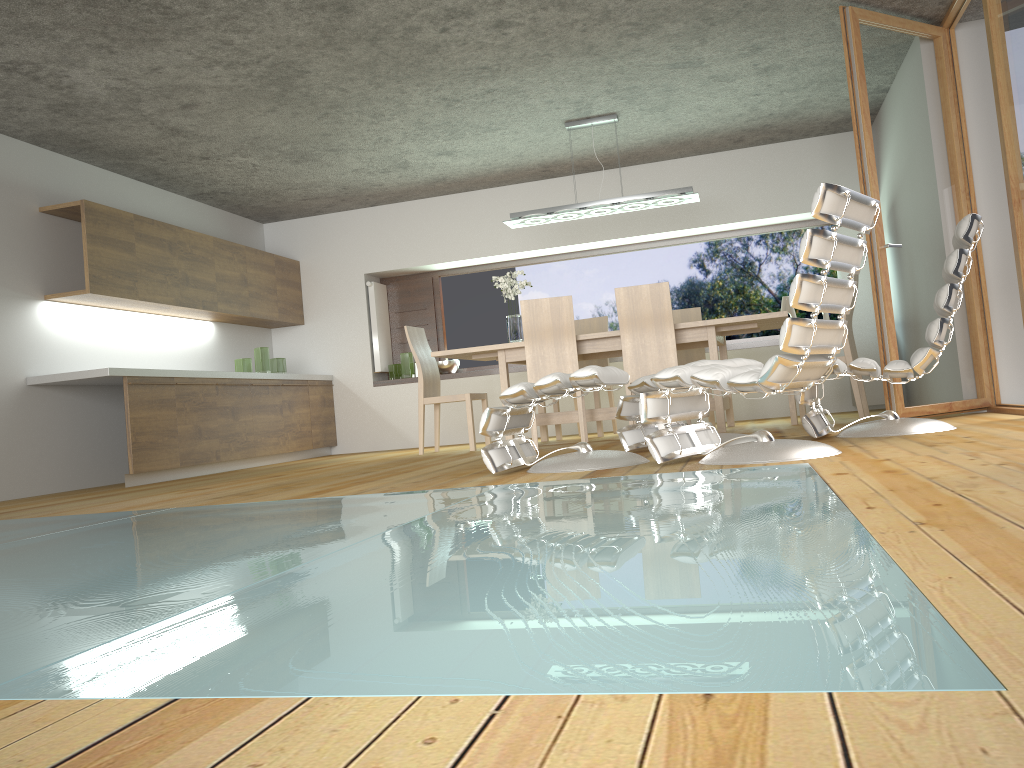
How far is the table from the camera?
5.9m

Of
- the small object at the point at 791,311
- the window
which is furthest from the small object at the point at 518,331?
the small object at the point at 791,311

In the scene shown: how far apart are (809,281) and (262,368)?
5.9m

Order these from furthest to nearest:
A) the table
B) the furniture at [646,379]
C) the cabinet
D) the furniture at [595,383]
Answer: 1. the cabinet
2. the table
3. the furniture at [646,379]
4. the furniture at [595,383]

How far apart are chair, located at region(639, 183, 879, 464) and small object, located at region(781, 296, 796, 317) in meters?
4.4 m

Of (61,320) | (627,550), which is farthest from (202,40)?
(627,550)

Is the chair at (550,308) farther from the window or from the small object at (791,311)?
the small object at (791,311)

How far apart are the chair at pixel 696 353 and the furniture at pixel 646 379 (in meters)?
2.53

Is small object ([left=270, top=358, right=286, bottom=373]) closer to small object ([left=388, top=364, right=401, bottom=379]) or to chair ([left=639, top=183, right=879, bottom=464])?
small object ([left=388, top=364, right=401, bottom=379])

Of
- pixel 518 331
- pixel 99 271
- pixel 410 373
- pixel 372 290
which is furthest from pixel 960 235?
pixel 372 290
